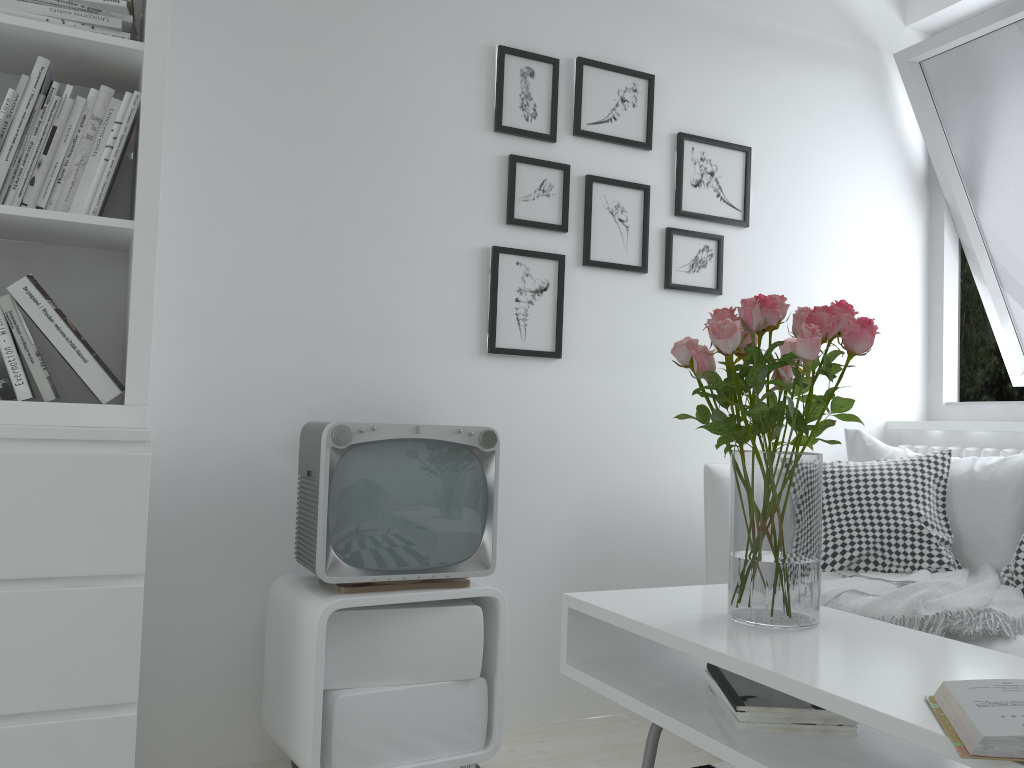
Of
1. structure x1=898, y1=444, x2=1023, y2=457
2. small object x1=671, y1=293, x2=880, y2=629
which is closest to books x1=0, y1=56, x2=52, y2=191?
small object x1=671, y1=293, x2=880, y2=629

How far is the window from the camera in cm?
295

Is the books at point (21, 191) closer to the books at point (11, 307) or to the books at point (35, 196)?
the books at point (35, 196)

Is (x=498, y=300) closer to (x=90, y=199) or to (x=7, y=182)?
(x=90, y=199)

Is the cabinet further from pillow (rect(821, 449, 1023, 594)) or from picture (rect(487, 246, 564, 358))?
pillow (rect(821, 449, 1023, 594))

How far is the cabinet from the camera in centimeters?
189cm

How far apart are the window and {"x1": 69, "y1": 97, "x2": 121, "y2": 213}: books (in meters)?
2.61

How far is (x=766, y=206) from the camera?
3.0m

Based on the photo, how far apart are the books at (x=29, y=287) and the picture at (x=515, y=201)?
1.17m

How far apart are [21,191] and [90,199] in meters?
0.1 m
